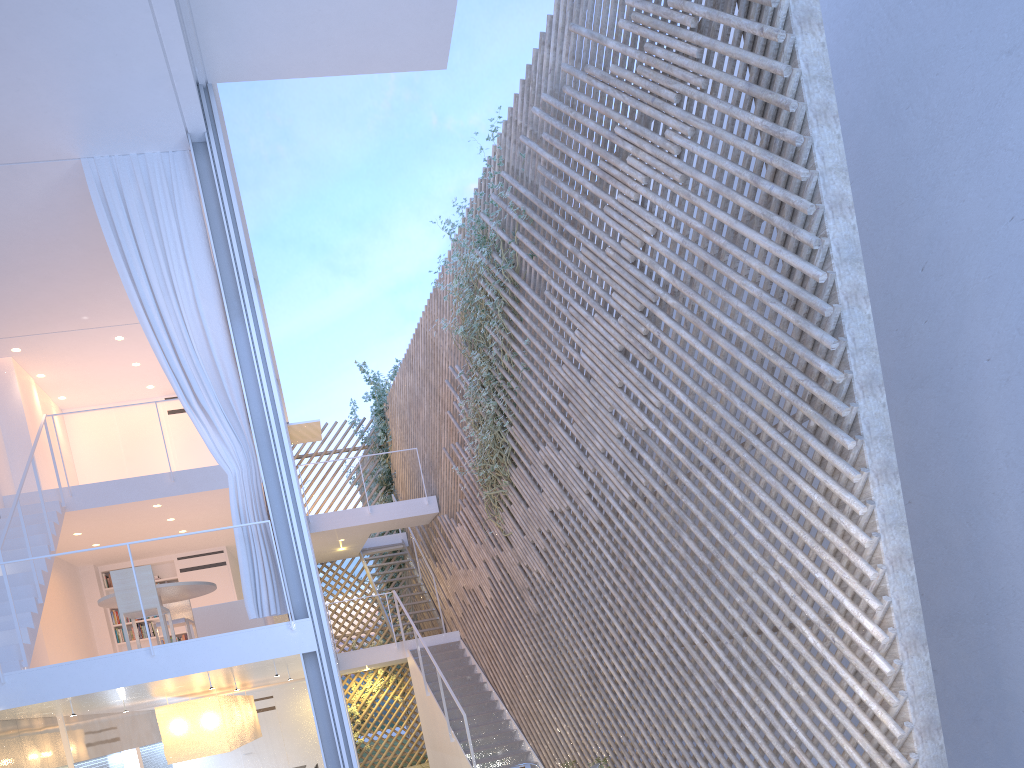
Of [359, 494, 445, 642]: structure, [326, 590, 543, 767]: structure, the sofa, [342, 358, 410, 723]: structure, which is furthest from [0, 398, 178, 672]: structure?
[342, 358, 410, 723]: structure

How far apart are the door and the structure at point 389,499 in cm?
242

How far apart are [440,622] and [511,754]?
2.33m

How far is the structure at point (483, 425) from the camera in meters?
6.1 m

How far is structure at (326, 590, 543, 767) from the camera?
6.17m

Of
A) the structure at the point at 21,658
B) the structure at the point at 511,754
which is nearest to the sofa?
the structure at the point at 21,658

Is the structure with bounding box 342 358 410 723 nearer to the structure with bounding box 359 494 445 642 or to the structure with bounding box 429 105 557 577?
the structure with bounding box 359 494 445 642

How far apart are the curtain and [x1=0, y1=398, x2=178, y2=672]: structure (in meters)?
1.13

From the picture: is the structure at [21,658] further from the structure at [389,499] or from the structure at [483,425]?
the structure at [389,499]

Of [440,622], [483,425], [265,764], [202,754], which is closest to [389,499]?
[440,622]
